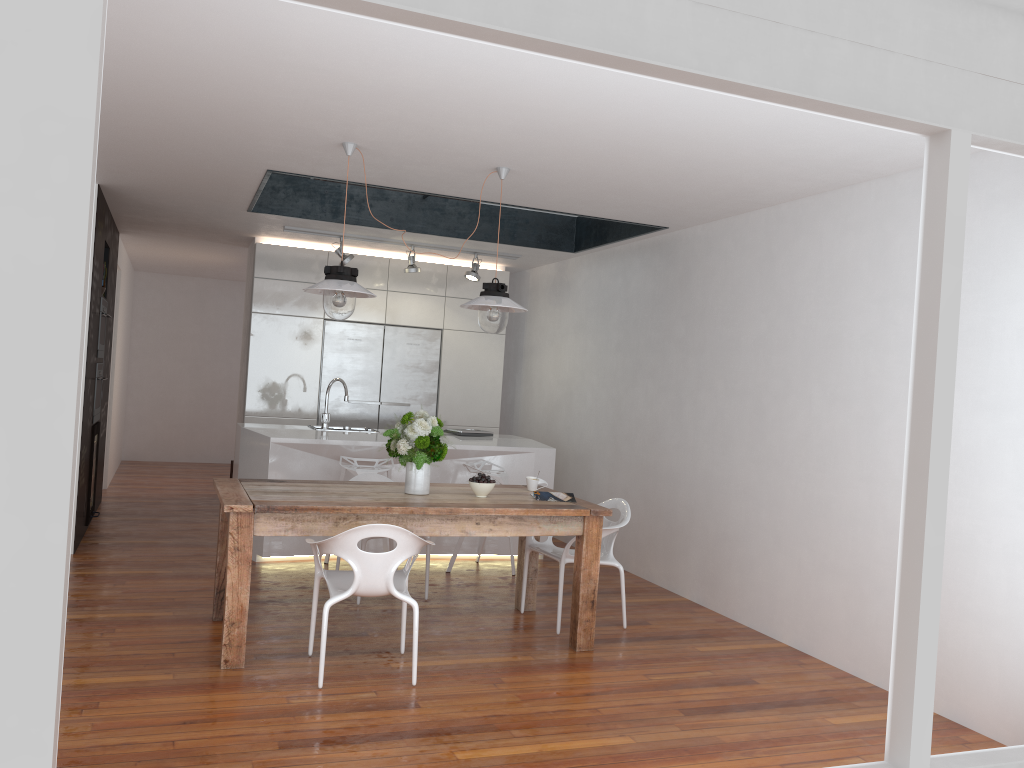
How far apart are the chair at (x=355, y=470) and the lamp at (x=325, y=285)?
1.72m

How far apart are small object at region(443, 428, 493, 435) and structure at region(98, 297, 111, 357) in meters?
2.9 m

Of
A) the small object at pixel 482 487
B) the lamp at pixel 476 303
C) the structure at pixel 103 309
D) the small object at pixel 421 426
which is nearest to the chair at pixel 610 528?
the small object at pixel 482 487

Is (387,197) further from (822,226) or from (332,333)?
(822,226)

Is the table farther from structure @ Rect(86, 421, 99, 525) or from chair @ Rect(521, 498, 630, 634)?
structure @ Rect(86, 421, 99, 525)

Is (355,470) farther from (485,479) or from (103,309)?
(103,309)

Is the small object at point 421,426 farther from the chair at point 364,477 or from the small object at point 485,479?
the chair at point 364,477

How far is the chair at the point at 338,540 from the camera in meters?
3.8

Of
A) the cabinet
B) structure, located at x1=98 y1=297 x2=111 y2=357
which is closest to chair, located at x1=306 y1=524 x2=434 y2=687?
structure, located at x1=98 y1=297 x2=111 y2=357

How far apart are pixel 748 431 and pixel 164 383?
8.90m
